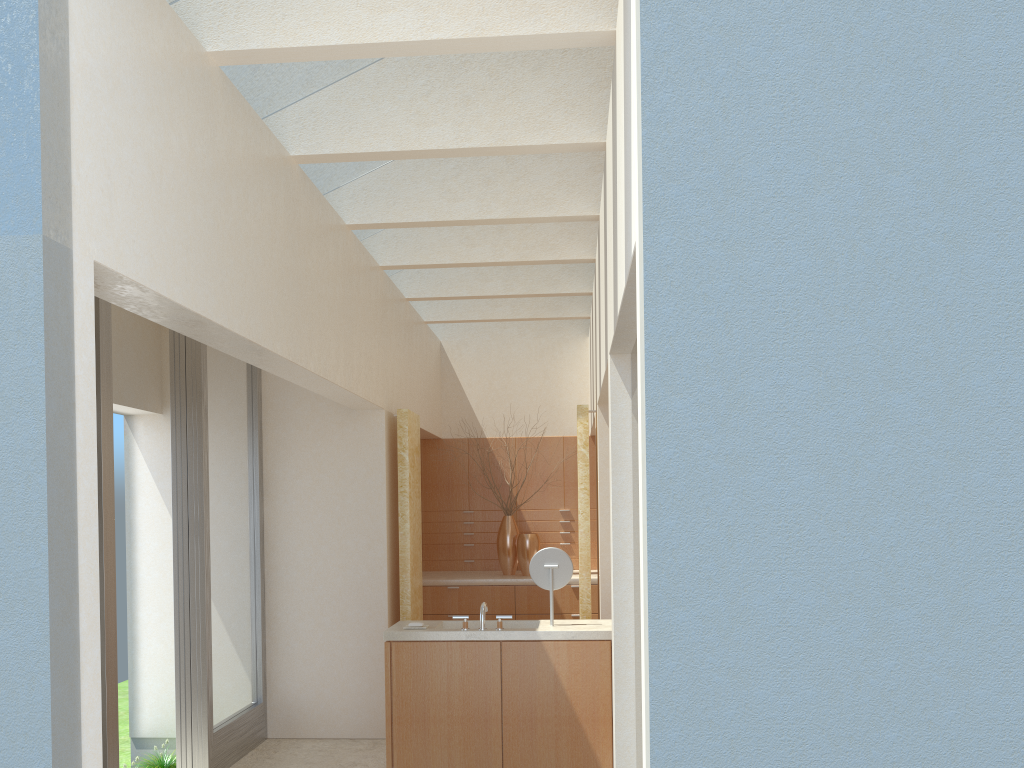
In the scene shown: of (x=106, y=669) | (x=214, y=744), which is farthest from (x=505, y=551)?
(x=106, y=669)

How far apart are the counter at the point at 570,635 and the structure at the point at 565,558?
0.52m

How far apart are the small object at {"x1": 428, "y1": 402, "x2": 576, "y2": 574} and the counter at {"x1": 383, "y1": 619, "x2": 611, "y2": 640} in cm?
669

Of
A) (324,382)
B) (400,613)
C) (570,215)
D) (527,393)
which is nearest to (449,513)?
(527,393)

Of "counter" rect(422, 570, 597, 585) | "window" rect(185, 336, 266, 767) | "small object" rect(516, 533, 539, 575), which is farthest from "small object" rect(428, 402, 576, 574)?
"window" rect(185, 336, 266, 767)

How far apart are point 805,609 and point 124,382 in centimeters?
1239cm

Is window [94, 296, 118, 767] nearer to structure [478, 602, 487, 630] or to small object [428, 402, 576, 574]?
structure [478, 602, 487, 630]

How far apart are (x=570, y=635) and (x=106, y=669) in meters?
5.8

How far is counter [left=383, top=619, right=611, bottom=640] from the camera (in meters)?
→ 11.95

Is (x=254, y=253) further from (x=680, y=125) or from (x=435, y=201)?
(x=680, y=125)
